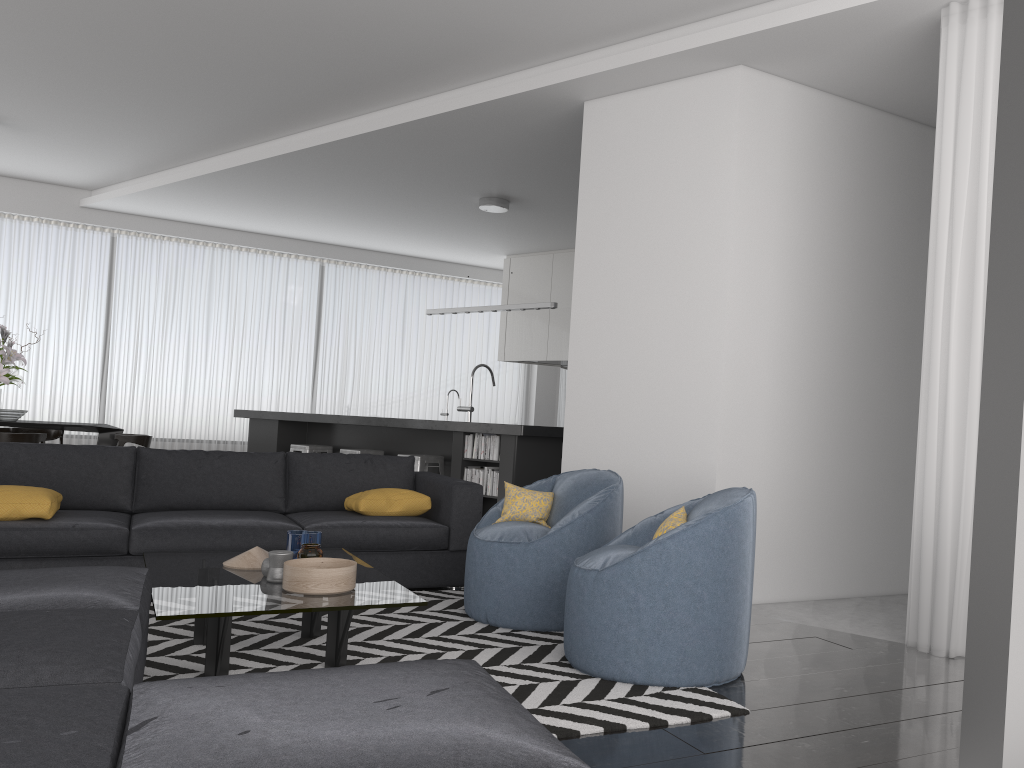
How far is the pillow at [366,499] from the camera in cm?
492

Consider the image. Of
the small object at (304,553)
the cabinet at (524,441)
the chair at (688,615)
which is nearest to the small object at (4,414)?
the cabinet at (524,441)

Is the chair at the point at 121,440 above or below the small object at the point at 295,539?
above

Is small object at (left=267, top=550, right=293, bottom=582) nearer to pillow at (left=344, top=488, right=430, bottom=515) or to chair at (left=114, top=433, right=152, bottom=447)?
pillow at (left=344, top=488, right=430, bottom=515)

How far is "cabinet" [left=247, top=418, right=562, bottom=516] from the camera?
Result: 6.6m

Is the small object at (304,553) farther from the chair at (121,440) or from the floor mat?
the chair at (121,440)

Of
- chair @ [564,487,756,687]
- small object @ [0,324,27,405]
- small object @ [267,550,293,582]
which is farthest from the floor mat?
small object @ [0,324,27,405]

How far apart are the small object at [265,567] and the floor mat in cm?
33

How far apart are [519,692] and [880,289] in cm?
348

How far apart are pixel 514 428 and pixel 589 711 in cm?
369
